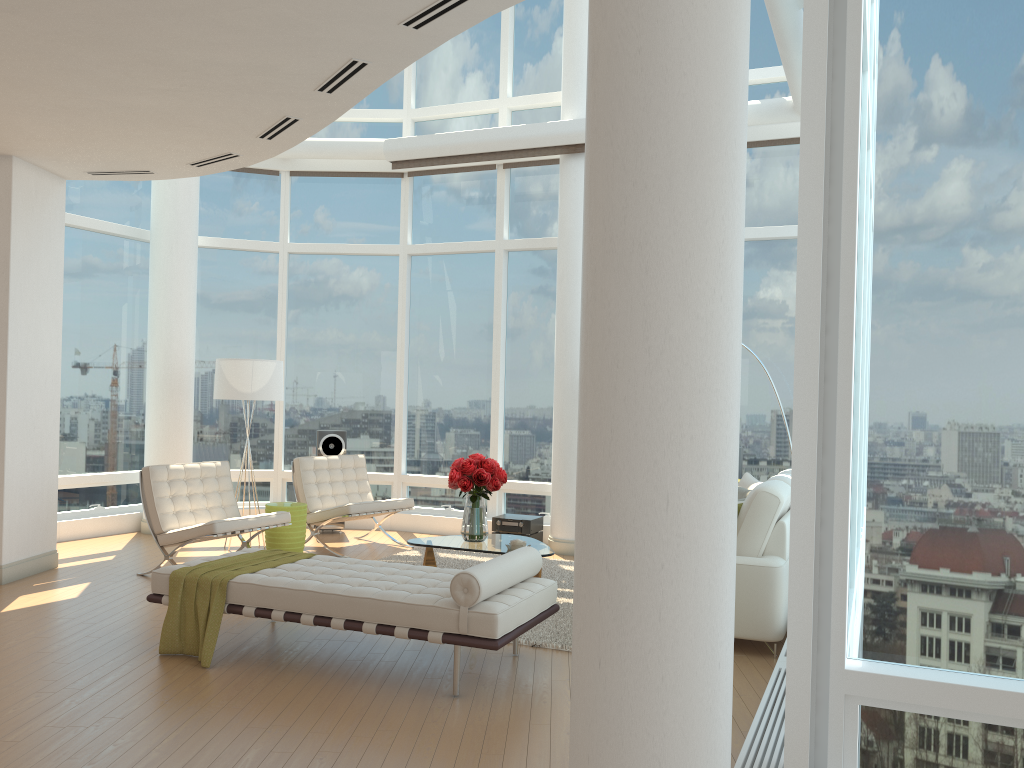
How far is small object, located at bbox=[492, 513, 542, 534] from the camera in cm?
918

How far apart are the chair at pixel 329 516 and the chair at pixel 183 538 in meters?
0.8 m

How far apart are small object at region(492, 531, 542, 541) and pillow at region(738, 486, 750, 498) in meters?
2.8 m

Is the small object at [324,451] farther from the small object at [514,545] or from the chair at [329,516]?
the small object at [514,545]

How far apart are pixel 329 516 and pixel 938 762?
6.46m

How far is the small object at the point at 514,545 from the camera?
6.8 meters

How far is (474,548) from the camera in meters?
6.9

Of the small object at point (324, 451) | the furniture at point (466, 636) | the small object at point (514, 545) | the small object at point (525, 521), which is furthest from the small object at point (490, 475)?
the small object at point (324, 451)

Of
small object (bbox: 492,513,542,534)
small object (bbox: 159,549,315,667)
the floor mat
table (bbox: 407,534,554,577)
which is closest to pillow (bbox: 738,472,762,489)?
the floor mat

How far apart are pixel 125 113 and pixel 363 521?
5.7m
